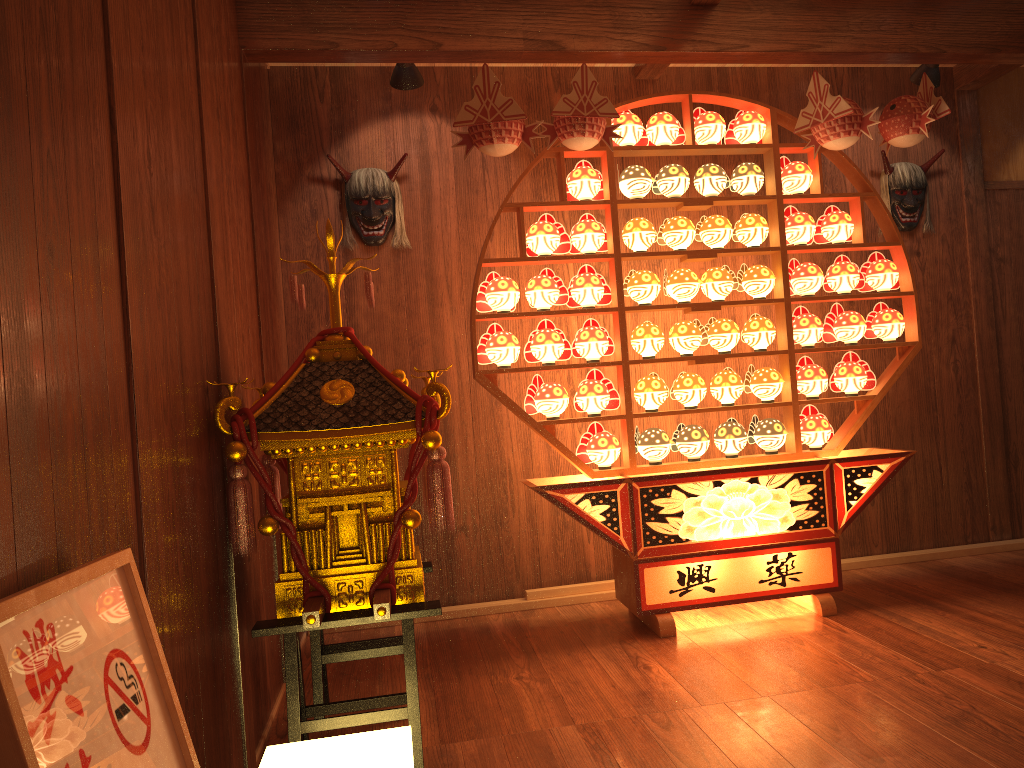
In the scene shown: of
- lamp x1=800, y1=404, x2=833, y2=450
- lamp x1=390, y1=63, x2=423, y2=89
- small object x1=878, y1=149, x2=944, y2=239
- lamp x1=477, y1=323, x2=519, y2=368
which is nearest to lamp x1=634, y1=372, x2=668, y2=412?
lamp x1=477, y1=323, x2=519, y2=368

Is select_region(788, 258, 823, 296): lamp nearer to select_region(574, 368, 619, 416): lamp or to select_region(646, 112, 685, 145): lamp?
select_region(646, 112, 685, 145): lamp

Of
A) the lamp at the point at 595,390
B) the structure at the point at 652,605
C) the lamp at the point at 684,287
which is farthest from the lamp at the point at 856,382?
the lamp at the point at 595,390

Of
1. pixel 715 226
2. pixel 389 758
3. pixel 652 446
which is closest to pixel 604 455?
pixel 652 446

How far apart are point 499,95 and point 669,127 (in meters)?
0.80

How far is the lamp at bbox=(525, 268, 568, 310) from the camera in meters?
3.5 m

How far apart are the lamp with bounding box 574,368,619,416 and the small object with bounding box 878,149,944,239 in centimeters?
188cm

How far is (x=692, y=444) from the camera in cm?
361

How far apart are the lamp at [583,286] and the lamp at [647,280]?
0.1m

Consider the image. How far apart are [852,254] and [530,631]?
2.45m
